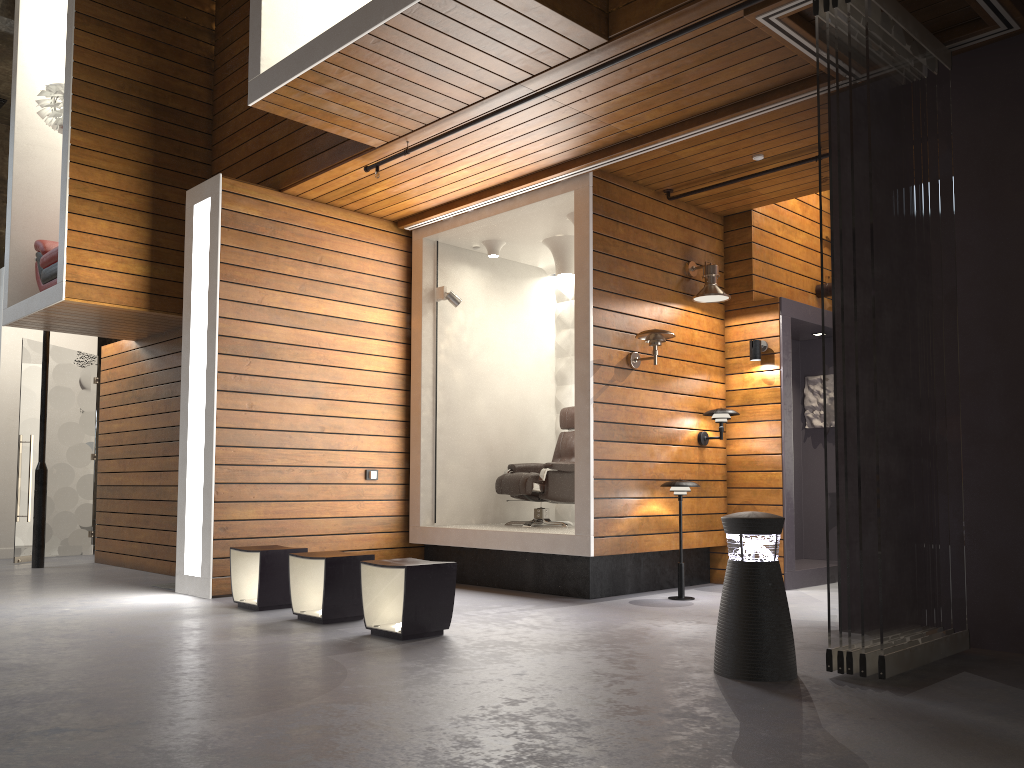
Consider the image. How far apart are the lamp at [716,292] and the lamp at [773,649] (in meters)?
3.30

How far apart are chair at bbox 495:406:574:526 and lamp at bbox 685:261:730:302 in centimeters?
163cm

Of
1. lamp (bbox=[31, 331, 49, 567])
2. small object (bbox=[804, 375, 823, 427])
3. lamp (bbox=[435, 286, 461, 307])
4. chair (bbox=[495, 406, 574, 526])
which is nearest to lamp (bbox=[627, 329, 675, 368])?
chair (bbox=[495, 406, 574, 526])

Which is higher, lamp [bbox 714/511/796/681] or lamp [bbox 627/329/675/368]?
lamp [bbox 627/329/675/368]

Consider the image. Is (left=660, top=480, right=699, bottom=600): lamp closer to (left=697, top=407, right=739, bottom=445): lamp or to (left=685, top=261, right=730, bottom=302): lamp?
(left=697, top=407, right=739, bottom=445): lamp

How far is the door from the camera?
9.1 meters

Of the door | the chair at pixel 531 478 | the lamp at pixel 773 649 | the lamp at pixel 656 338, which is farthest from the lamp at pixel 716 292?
the door

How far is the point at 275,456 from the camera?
6.7m

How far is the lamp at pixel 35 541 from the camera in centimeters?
853cm

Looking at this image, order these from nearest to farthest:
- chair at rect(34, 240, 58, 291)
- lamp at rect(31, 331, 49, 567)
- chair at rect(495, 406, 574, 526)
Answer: chair at rect(495, 406, 574, 526) < chair at rect(34, 240, 58, 291) < lamp at rect(31, 331, 49, 567)
